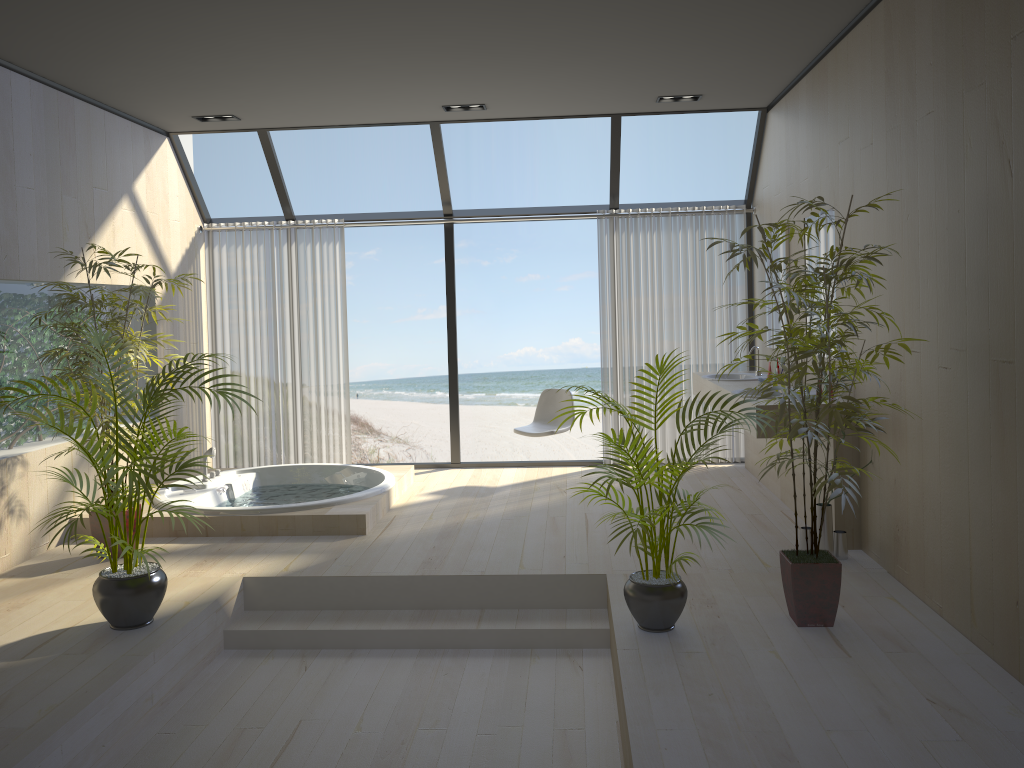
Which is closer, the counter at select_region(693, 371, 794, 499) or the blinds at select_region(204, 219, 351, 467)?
the counter at select_region(693, 371, 794, 499)

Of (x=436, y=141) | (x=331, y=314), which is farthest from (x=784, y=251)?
(x=331, y=314)

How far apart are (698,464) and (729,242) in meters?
4.2 m

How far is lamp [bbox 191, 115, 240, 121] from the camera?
6.4m

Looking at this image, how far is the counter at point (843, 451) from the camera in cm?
468

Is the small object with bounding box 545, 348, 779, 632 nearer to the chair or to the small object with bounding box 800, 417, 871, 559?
the small object with bounding box 800, 417, 871, 559

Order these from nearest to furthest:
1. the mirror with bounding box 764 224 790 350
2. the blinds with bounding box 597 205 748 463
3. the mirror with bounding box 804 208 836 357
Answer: the mirror with bounding box 804 208 836 357
the mirror with bounding box 764 224 790 350
the blinds with bounding box 597 205 748 463

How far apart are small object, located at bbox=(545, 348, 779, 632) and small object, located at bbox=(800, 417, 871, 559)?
1.1 meters

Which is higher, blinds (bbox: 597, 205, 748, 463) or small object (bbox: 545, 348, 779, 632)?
blinds (bbox: 597, 205, 748, 463)

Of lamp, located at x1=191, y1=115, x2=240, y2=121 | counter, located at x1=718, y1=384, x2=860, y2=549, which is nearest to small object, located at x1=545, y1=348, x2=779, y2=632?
counter, located at x1=718, y1=384, x2=860, y2=549
